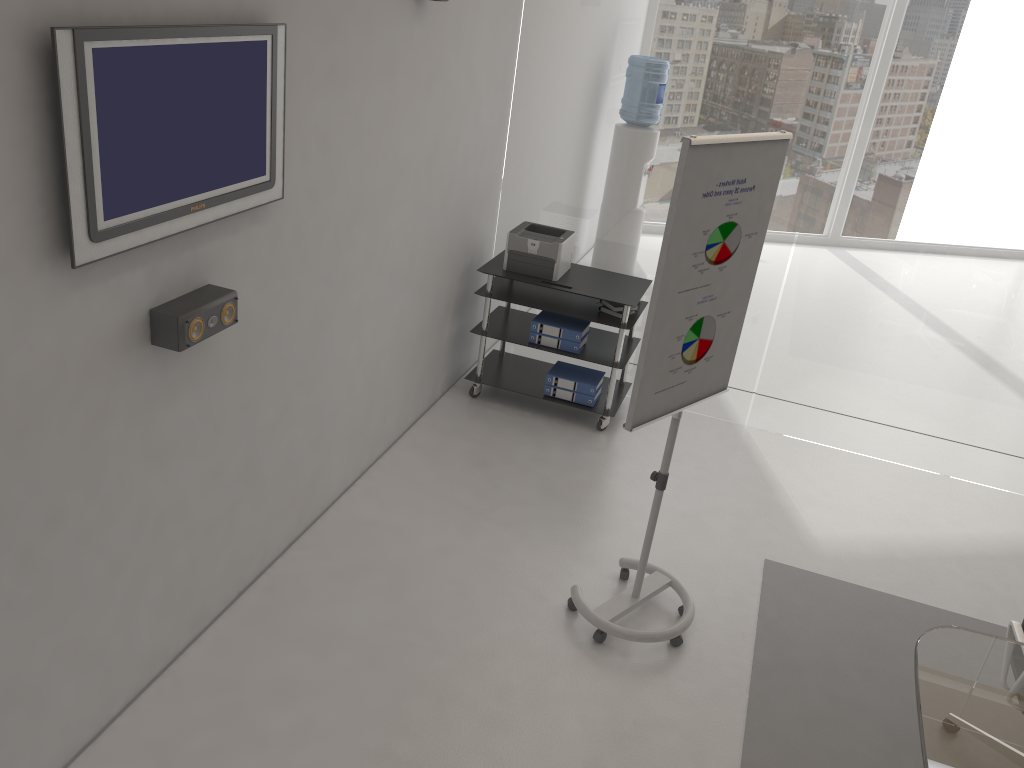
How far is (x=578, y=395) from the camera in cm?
546

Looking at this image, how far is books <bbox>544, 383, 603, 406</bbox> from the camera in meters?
5.5 m

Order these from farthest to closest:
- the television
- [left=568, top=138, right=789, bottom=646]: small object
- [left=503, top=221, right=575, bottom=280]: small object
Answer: [left=503, top=221, right=575, bottom=280]: small object < [left=568, top=138, right=789, bottom=646]: small object < the television

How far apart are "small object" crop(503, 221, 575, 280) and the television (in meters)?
2.30

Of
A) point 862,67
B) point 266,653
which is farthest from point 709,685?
point 862,67

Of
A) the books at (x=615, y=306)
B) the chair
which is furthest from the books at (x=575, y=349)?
the chair

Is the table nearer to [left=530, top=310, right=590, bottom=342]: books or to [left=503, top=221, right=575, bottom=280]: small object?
[left=530, top=310, right=590, bottom=342]: books

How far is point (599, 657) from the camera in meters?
3.7 m

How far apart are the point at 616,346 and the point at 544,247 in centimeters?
73cm

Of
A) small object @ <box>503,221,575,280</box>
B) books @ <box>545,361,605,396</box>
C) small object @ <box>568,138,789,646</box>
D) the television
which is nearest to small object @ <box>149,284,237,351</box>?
the television
